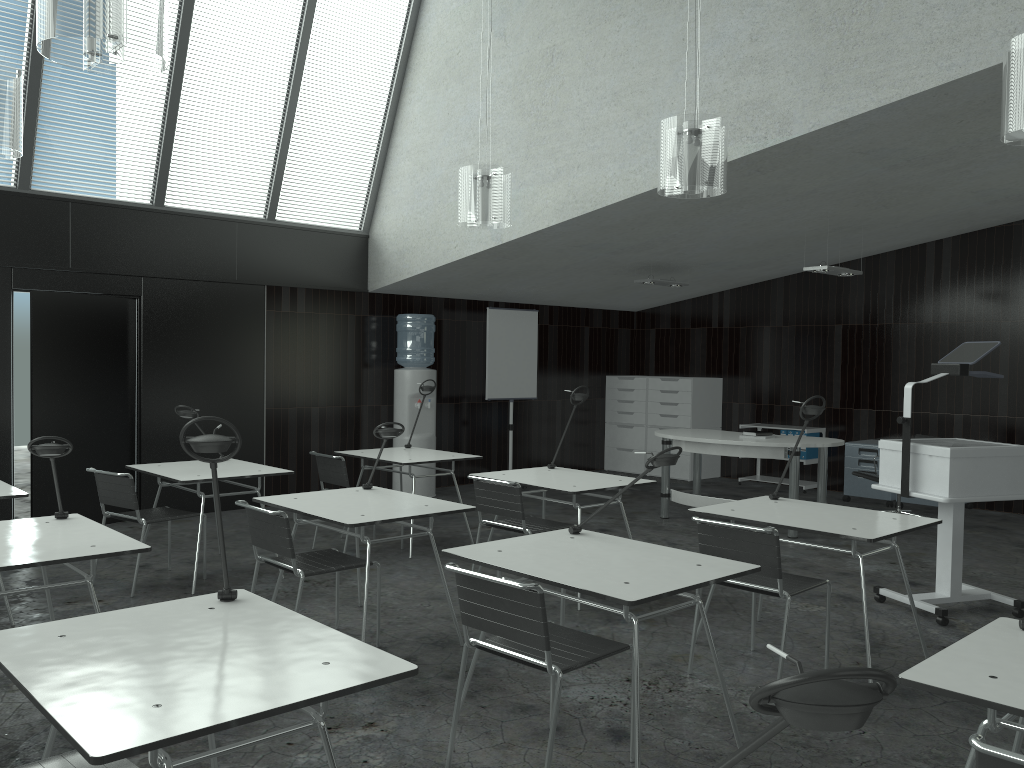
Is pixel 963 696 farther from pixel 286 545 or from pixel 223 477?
pixel 223 477

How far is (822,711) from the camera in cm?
90

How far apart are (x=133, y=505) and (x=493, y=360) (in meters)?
4.75

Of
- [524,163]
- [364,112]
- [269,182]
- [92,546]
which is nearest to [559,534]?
[92,546]

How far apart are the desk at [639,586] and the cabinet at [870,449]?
5.8m

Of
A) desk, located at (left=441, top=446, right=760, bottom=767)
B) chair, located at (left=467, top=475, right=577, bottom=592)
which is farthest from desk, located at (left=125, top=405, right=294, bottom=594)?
desk, located at (left=441, top=446, right=760, bottom=767)

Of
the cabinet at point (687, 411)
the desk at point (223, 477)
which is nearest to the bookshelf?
the cabinet at point (687, 411)

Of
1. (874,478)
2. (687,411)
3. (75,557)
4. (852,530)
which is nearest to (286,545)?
(75,557)

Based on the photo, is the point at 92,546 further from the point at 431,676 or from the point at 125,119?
the point at 125,119

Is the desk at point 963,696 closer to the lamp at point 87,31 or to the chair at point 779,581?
the chair at point 779,581
